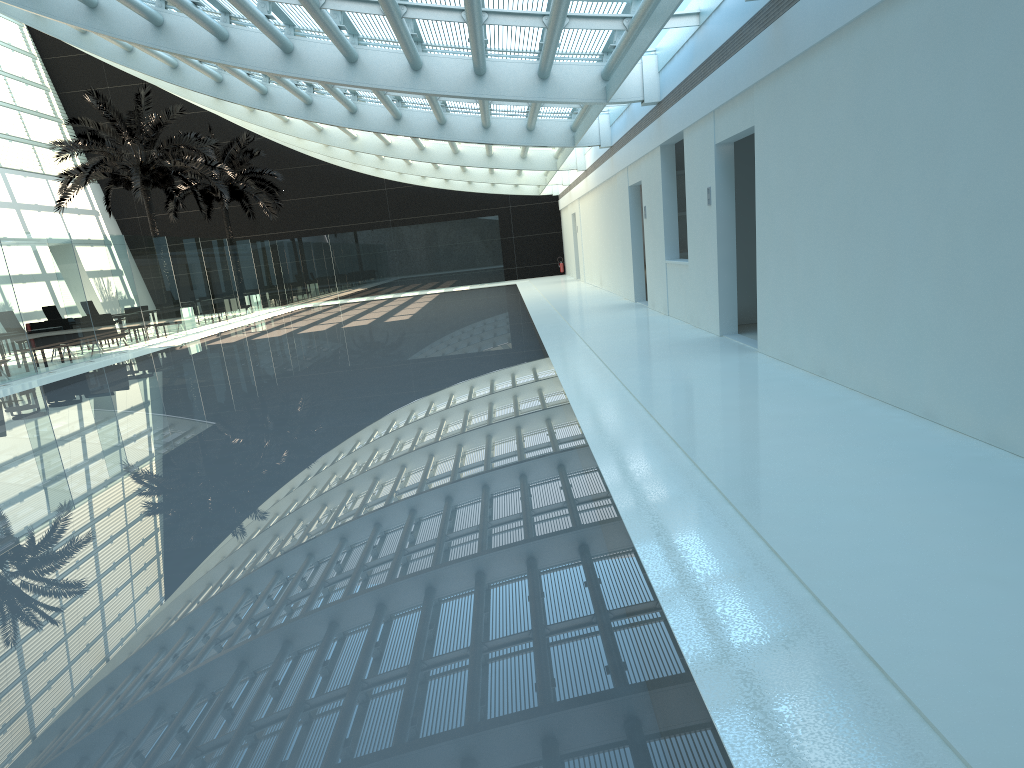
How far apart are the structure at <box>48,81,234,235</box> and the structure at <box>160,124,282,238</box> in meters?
4.0 m

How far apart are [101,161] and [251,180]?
8.60m

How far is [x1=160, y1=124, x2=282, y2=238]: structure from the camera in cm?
3371

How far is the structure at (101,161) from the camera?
25.4m

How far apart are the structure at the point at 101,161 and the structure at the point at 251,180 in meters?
4.0 m

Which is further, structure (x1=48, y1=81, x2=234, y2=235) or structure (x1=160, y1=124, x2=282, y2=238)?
structure (x1=160, y1=124, x2=282, y2=238)

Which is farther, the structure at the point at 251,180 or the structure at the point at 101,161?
the structure at the point at 251,180

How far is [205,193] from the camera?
34.9m

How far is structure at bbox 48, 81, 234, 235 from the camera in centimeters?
2544cm
